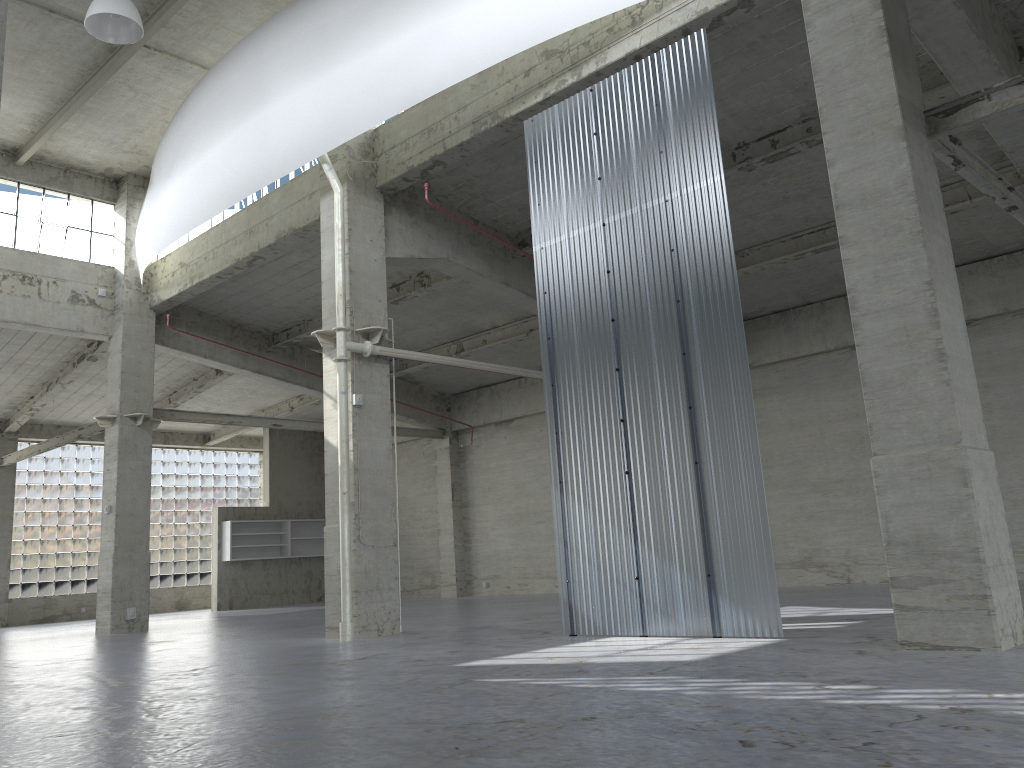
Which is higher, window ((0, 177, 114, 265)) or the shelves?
window ((0, 177, 114, 265))

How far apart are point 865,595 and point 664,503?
9.80m

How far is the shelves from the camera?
41.60m

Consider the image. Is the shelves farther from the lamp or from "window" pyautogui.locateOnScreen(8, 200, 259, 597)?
the lamp

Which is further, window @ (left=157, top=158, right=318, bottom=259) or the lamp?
window @ (left=157, top=158, right=318, bottom=259)

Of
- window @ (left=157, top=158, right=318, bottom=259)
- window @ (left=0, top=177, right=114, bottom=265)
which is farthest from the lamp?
window @ (left=0, top=177, right=114, bottom=265)

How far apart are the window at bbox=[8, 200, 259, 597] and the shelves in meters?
5.2 m

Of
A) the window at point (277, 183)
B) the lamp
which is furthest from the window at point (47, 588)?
the lamp

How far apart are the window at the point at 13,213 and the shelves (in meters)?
15.26

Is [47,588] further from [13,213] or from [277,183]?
[277,183]
